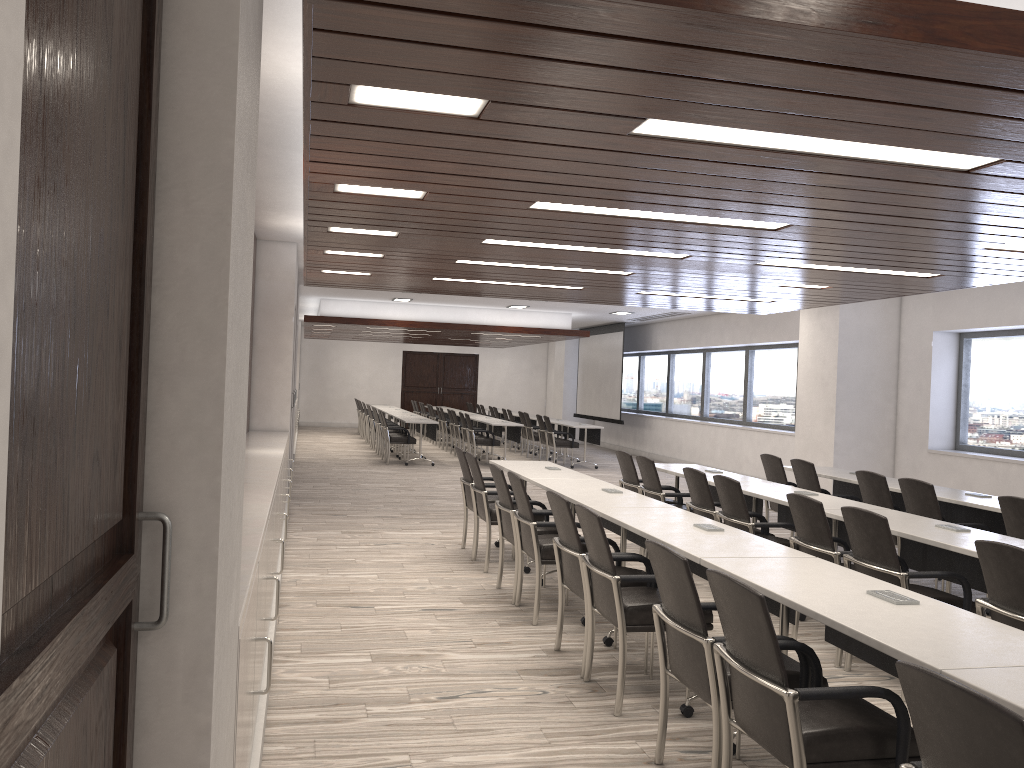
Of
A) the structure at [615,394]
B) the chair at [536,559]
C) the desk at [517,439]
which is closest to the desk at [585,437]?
the desk at [517,439]

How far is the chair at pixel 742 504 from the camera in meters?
6.0

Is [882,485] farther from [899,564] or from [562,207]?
[562,207]

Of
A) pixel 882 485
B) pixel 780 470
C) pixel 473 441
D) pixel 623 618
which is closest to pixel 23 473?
pixel 623 618

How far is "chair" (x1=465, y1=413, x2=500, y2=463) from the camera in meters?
15.8

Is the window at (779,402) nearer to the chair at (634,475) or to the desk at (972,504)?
the desk at (972,504)

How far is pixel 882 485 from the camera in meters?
6.9

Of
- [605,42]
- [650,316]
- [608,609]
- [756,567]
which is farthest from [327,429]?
[605,42]

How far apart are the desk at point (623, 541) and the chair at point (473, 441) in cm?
908

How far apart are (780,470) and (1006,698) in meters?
6.3 m
